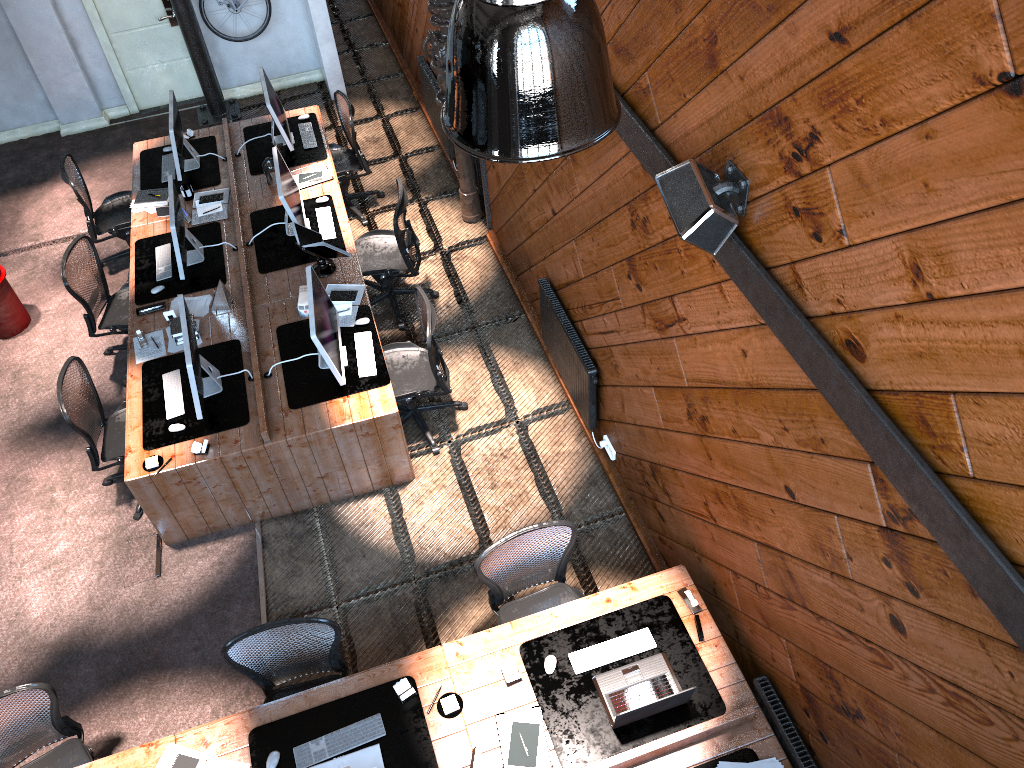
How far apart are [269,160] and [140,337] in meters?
2.0

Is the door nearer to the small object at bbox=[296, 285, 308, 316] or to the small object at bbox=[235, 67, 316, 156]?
the small object at bbox=[235, 67, 316, 156]

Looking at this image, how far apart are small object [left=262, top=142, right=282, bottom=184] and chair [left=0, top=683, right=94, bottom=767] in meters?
4.6

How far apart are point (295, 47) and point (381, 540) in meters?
6.5

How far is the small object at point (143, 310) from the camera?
6.58m

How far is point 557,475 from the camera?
6.2m

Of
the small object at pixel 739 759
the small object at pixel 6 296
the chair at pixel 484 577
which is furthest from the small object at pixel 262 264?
the small object at pixel 739 759

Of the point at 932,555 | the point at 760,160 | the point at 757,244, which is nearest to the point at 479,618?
the point at 757,244

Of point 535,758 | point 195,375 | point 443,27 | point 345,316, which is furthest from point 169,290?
point 535,758

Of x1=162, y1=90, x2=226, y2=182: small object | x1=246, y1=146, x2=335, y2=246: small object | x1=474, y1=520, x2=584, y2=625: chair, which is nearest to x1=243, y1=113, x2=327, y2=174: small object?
x1=162, y1=90, x2=226, y2=182: small object
